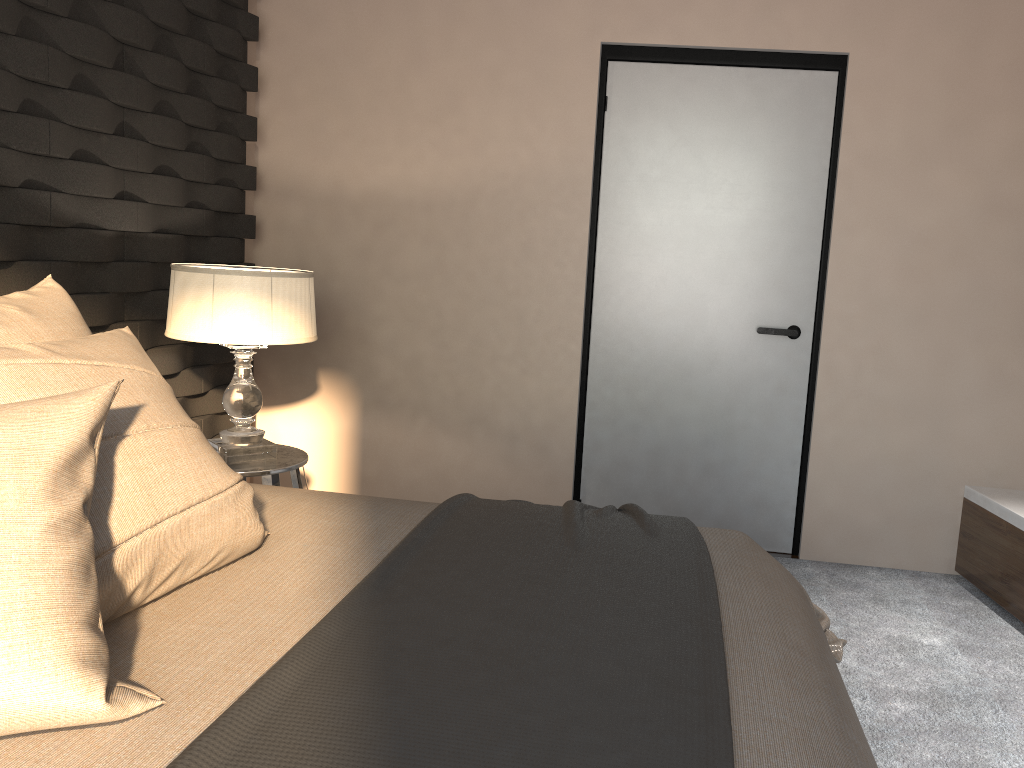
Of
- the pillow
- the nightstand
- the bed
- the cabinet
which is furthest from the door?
the pillow

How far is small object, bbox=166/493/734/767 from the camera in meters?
1.0

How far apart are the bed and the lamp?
0.75m

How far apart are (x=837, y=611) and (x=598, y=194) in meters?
1.9

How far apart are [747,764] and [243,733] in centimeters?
61cm

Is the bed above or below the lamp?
below

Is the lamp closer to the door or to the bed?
the bed

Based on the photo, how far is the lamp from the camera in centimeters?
277cm

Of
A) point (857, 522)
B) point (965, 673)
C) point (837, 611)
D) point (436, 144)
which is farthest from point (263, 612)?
point (857, 522)

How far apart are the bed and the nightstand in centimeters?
72cm
